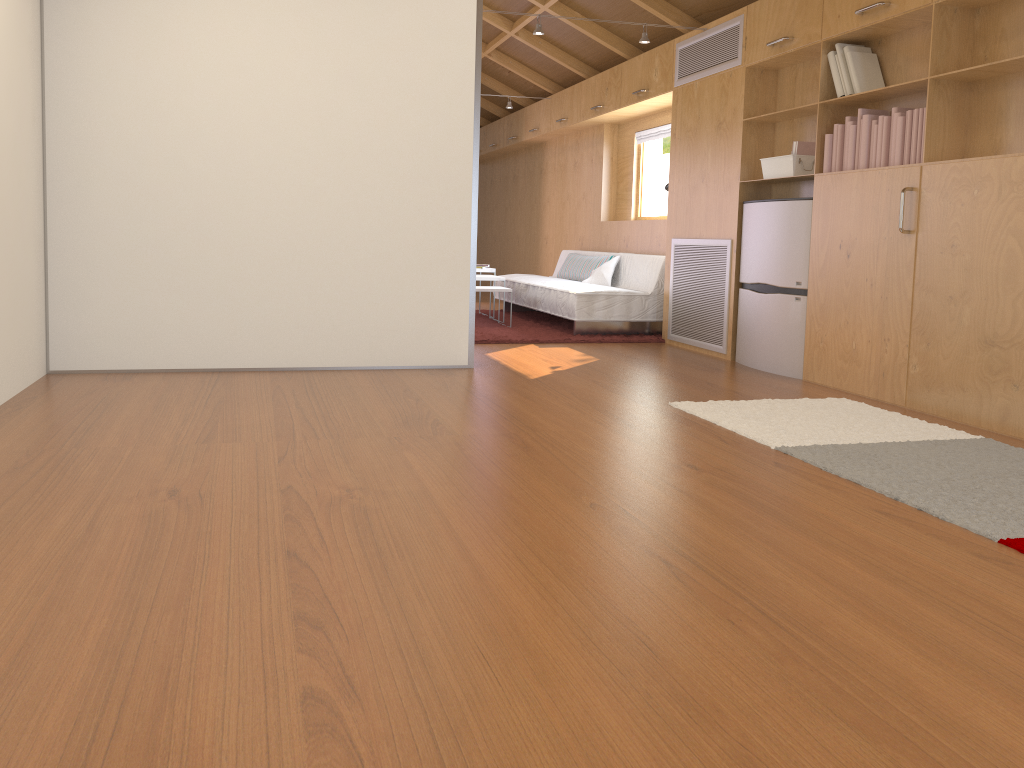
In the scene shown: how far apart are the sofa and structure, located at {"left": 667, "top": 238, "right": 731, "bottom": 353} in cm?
32

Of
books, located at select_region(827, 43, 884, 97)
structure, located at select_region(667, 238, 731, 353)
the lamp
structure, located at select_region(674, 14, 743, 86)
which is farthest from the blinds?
books, located at select_region(827, 43, 884, 97)

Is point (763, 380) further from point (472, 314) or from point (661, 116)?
point (661, 116)

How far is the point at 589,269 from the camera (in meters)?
7.53

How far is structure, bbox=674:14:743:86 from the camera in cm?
532

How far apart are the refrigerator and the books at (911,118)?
0.19m

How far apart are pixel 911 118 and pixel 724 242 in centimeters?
164cm

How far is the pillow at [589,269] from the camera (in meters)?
7.53

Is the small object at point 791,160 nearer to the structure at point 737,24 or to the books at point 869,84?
the books at point 869,84

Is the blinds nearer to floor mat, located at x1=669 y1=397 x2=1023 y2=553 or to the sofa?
the sofa
